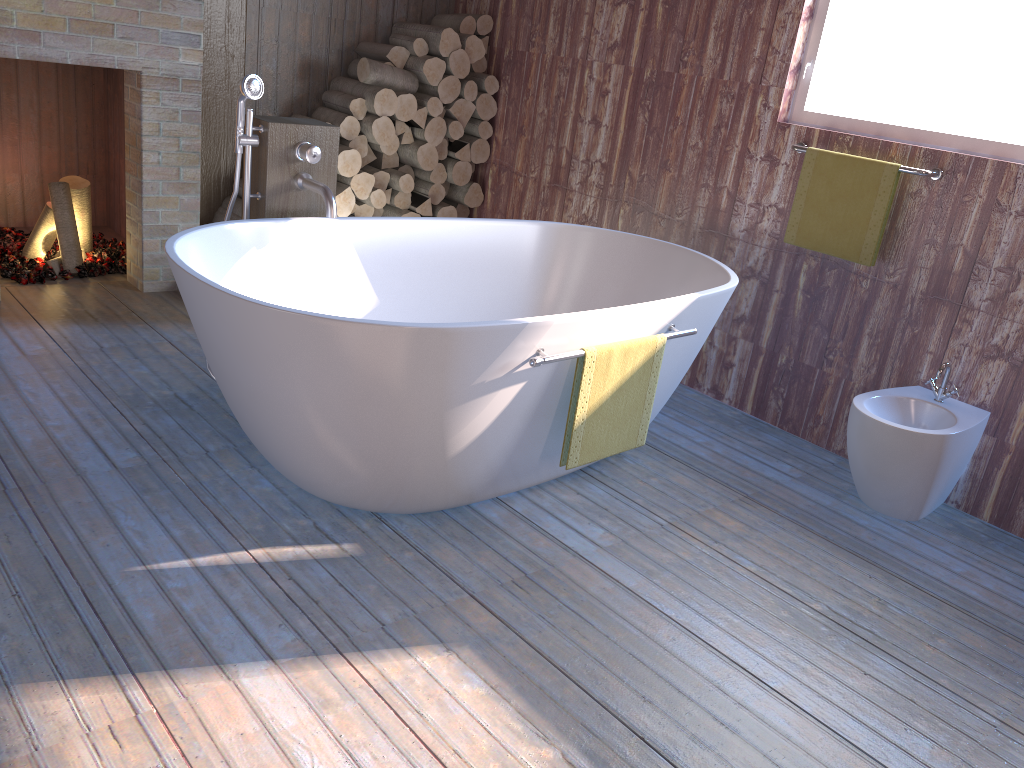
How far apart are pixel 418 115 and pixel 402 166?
0.3m

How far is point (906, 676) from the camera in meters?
2.1

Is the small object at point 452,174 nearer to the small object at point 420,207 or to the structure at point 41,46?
the small object at point 420,207

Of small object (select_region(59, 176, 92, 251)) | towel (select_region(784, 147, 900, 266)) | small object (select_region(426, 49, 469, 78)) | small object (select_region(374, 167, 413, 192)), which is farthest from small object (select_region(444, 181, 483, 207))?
towel (select_region(784, 147, 900, 266))

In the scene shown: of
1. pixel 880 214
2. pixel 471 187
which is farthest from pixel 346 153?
pixel 880 214

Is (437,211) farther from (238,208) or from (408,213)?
(238,208)

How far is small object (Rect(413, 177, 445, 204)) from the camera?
4.7 meters

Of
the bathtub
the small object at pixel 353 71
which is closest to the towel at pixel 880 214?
the bathtub

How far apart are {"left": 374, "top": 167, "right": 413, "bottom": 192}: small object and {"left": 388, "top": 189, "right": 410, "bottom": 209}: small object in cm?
6

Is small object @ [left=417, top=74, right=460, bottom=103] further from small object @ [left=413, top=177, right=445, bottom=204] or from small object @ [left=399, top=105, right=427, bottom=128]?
small object @ [left=413, top=177, right=445, bottom=204]
